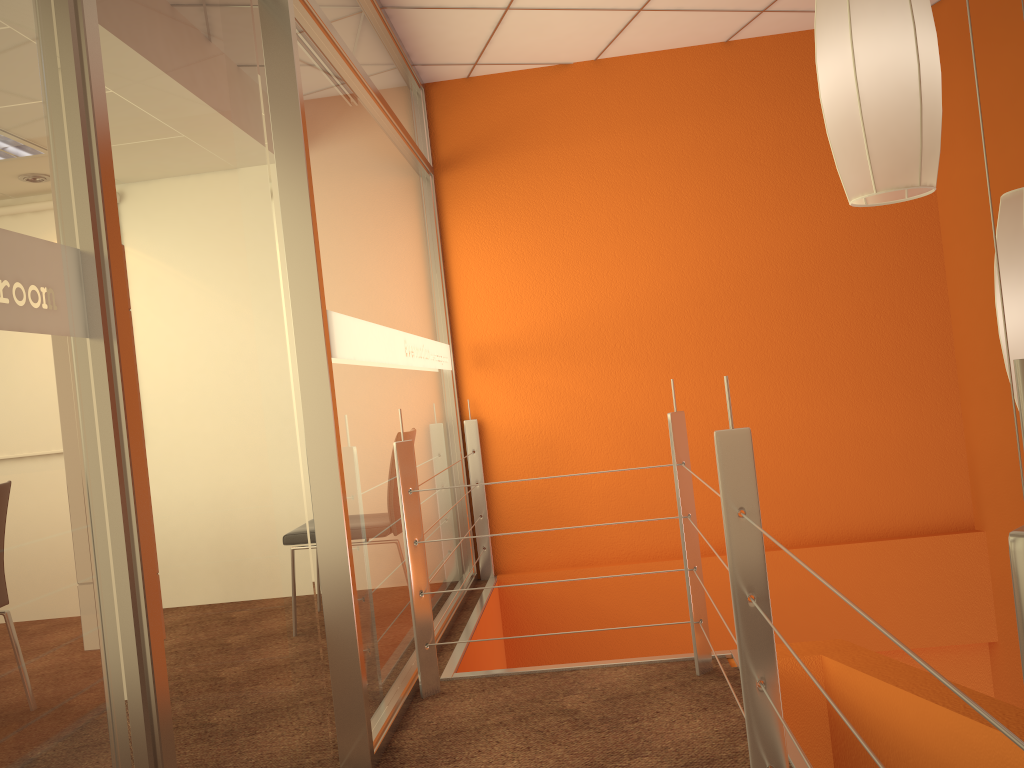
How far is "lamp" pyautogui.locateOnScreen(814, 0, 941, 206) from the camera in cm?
144

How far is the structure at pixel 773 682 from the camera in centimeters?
166cm

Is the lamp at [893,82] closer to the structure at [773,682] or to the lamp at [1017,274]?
the lamp at [1017,274]

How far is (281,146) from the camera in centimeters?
223cm

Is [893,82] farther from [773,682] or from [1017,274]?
[773,682]

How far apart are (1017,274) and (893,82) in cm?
43

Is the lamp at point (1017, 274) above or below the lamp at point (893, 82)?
below

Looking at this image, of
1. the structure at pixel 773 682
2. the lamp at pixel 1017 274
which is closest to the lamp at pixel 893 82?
the lamp at pixel 1017 274

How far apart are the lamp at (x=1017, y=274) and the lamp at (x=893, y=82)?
0.2 meters

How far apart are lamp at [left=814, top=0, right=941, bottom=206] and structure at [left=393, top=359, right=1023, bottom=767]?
0.4m
